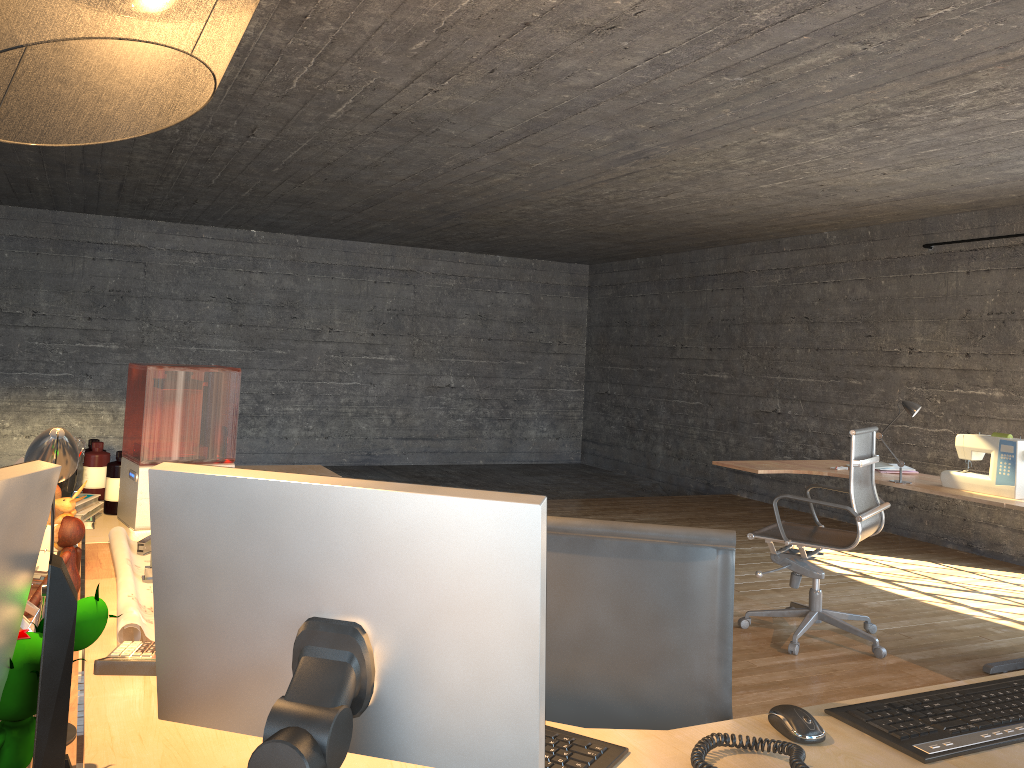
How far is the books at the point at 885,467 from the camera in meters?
4.8 m

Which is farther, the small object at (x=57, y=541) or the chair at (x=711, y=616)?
the small object at (x=57, y=541)

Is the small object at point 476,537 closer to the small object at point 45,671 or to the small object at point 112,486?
the small object at point 45,671

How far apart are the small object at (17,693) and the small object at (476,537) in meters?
0.1 m

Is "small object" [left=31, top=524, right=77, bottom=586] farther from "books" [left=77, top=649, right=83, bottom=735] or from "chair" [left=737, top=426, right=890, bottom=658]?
"chair" [left=737, top=426, right=890, bottom=658]

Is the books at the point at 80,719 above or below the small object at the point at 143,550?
below

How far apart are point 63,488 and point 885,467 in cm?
404

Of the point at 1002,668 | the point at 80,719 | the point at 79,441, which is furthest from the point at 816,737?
the point at 1002,668

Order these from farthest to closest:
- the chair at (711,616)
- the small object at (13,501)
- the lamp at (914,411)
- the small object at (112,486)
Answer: the lamp at (914,411)
the small object at (112,486)
the chair at (711,616)
the small object at (13,501)

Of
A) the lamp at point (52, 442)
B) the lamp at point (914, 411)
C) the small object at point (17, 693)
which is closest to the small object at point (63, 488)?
the lamp at point (52, 442)
